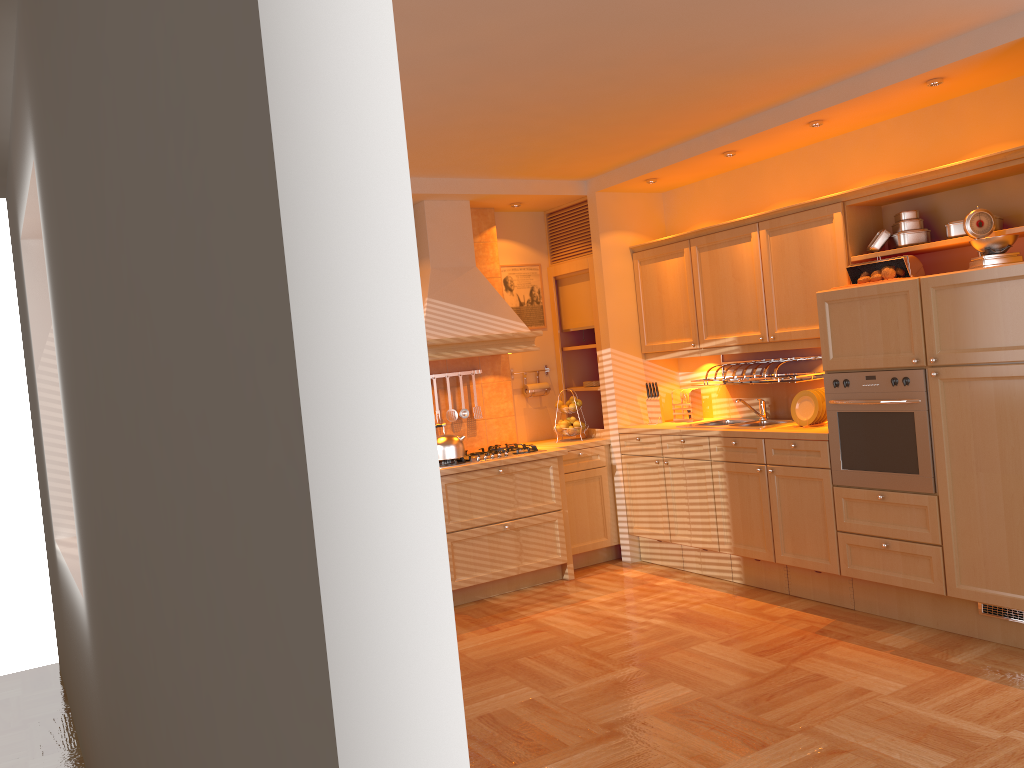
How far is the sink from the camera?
5.52m

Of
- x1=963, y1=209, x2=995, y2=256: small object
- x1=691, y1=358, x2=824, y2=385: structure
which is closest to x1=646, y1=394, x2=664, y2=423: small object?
x1=691, y1=358, x2=824, y2=385: structure

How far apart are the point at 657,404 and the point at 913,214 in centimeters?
218cm

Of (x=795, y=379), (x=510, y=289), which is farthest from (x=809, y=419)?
(x=510, y=289)

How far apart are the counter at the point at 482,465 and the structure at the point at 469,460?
0.1 meters

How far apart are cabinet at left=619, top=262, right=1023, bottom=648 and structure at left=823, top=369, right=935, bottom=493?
0.0 meters

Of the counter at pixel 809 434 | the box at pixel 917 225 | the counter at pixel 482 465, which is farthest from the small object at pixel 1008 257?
→ the counter at pixel 482 465

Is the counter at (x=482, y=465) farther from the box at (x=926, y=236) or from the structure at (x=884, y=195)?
the box at (x=926, y=236)

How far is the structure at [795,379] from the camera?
5.40m

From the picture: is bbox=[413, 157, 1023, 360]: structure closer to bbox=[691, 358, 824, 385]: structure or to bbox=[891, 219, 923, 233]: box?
bbox=[891, 219, 923, 233]: box
